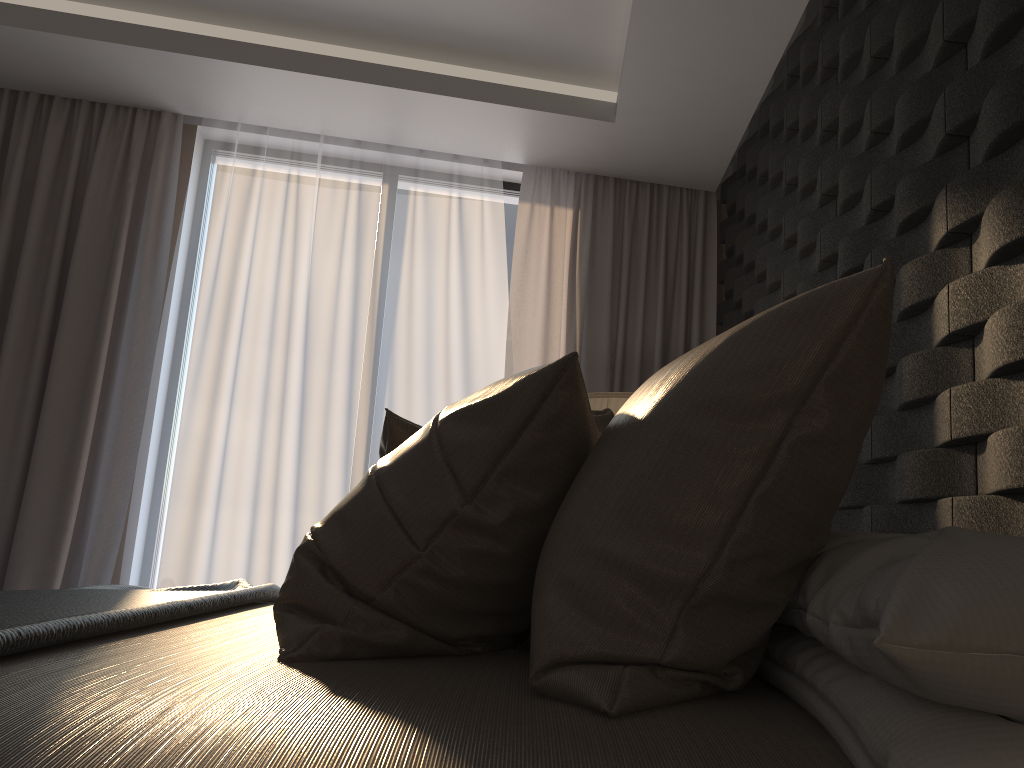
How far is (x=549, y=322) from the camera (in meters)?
4.03

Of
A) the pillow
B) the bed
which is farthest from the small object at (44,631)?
the pillow

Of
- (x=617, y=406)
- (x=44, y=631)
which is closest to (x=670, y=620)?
(x=44, y=631)

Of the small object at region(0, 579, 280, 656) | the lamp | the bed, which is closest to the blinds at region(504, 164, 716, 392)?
the lamp

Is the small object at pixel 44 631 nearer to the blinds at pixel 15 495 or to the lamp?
the lamp

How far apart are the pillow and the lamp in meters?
1.0

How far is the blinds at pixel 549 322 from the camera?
4.0 meters

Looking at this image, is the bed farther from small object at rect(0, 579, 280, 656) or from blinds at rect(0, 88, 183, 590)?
blinds at rect(0, 88, 183, 590)

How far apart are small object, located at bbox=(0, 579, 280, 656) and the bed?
0.0m

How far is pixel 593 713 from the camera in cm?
84
